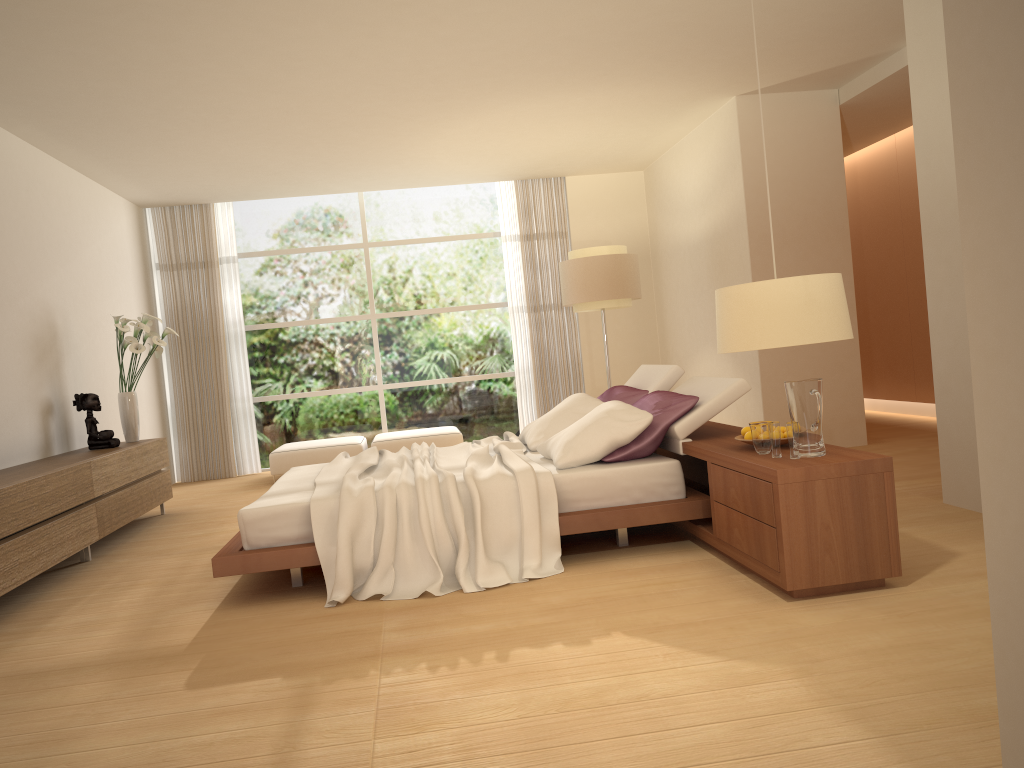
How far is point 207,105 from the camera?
6.4m

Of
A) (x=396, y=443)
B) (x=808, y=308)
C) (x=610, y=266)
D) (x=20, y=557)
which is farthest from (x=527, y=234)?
(x=808, y=308)

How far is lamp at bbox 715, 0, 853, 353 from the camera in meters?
2.8 m

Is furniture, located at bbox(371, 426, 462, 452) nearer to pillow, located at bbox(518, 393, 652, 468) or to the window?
the window

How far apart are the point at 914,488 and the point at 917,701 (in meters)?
3.39

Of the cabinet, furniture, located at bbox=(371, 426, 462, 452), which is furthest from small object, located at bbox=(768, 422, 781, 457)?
furniture, located at bbox=(371, 426, 462, 452)

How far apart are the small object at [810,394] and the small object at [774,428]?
0.1 meters

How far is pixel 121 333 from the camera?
A: 7.3m

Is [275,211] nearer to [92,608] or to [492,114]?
[492,114]

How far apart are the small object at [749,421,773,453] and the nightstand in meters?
0.0
